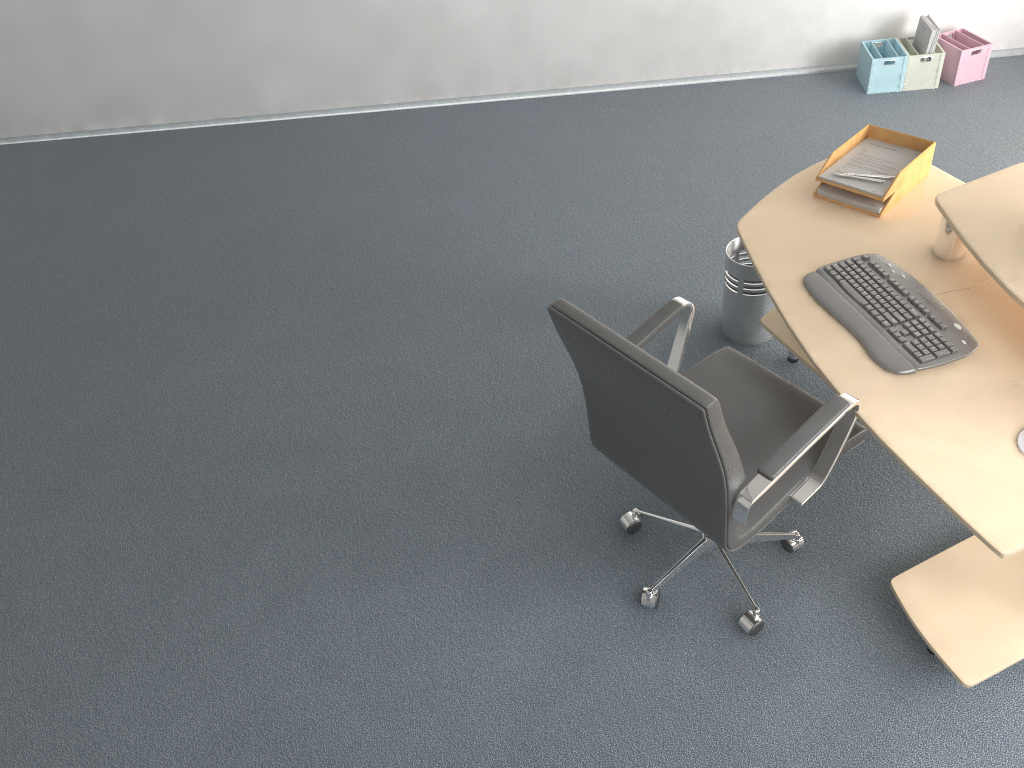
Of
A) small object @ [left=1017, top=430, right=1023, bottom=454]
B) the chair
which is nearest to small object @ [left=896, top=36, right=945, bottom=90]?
the chair

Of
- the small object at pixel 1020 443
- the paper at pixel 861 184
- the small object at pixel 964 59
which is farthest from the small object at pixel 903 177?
the small object at pixel 964 59

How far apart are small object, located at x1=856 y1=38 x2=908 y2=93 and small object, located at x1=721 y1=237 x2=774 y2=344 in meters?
2.0

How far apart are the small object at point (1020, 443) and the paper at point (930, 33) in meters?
3.4

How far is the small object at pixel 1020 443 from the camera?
2.0 meters

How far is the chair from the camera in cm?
188

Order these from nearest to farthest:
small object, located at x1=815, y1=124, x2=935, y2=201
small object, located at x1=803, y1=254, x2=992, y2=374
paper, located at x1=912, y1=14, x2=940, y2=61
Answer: small object, located at x1=803, y1=254, x2=992, y2=374
small object, located at x1=815, y1=124, x2=935, y2=201
paper, located at x1=912, y1=14, x2=940, y2=61

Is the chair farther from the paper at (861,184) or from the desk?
the paper at (861,184)

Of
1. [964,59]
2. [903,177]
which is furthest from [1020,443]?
[964,59]

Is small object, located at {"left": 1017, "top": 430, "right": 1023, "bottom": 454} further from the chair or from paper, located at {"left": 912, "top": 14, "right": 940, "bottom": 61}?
paper, located at {"left": 912, "top": 14, "right": 940, "bottom": 61}
